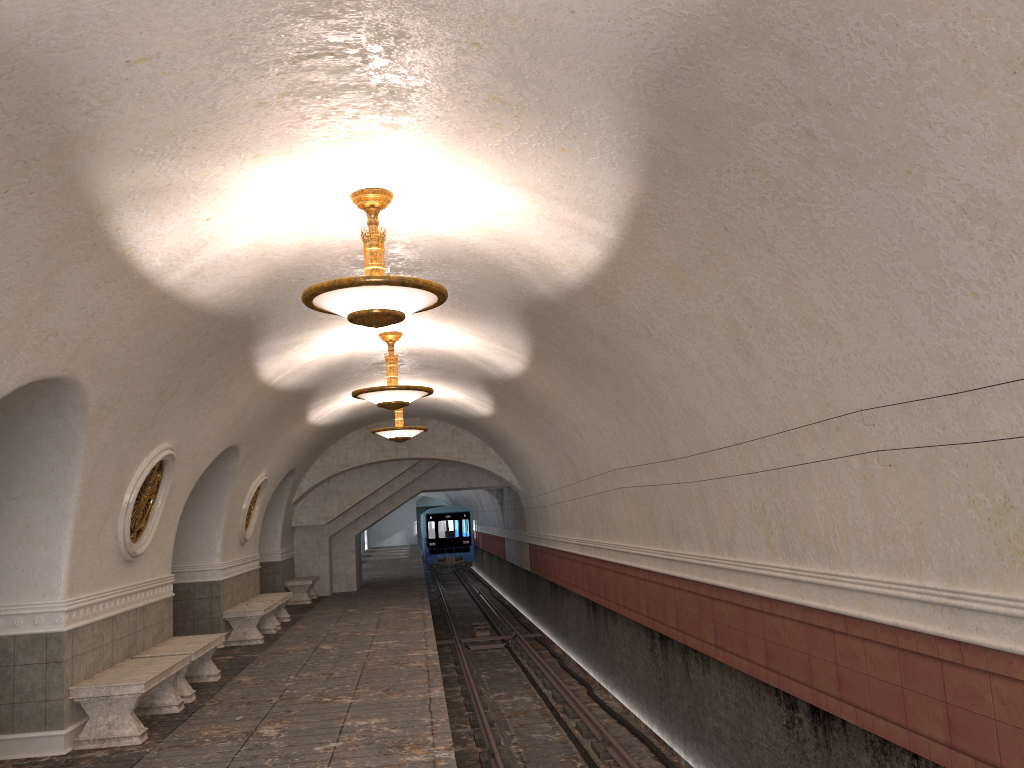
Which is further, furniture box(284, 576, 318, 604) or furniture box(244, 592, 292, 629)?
furniture box(284, 576, 318, 604)

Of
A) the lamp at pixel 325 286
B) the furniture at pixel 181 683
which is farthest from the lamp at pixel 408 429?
the lamp at pixel 325 286

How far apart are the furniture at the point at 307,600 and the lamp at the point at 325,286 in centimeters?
1434cm

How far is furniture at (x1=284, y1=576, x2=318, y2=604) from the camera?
19.4 meters

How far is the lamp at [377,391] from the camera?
10.50m

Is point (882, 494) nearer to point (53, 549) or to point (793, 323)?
point (793, 323)

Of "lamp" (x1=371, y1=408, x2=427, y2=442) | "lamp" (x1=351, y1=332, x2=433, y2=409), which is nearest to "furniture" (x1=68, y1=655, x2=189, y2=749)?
"lamp" (x1=351, y1=332, x2=433, y2=409)

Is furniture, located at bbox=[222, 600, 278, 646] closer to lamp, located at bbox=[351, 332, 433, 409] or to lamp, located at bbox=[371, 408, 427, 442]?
lamp, located at bbox=[371, 408, 427, 442]

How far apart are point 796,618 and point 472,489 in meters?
18.8

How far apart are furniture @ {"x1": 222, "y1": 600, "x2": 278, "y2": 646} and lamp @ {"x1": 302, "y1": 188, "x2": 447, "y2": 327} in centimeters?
833cm
